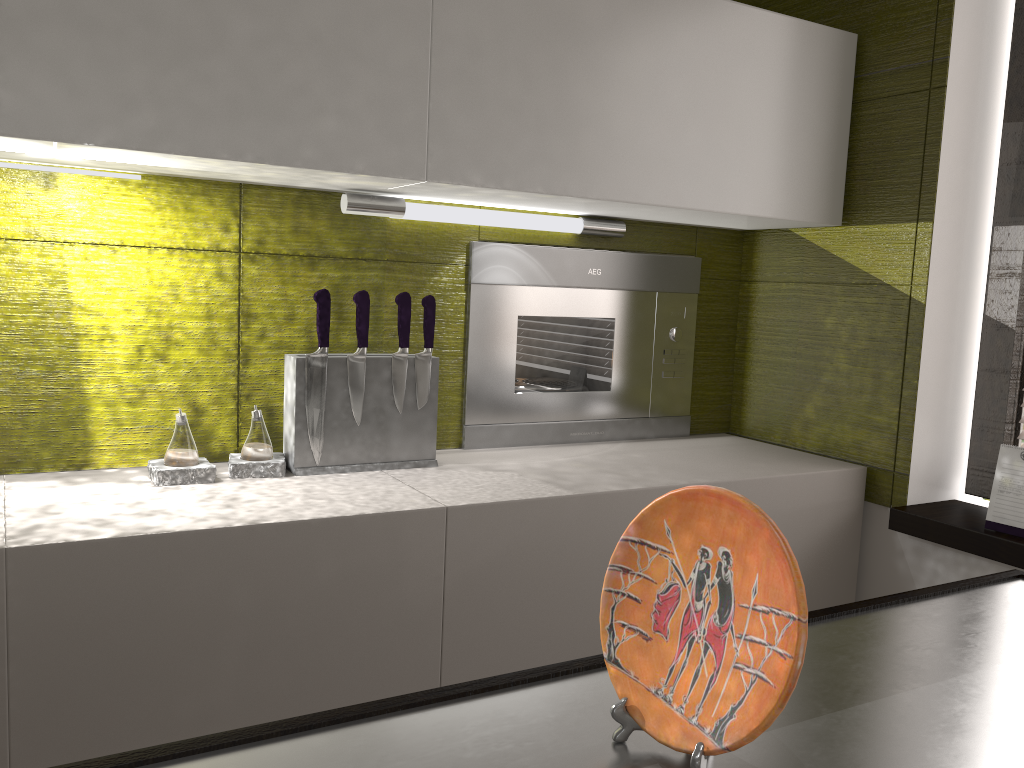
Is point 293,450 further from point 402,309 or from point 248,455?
point 402,309

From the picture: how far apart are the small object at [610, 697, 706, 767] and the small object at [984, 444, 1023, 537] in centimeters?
140cm

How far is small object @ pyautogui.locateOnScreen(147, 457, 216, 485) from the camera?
1.5m

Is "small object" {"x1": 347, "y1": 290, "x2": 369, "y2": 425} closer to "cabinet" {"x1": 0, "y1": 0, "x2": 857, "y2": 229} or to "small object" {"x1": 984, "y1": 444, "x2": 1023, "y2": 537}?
"cabinet" {"x1": 0, "y1": 0, "x2": 857, "y2": 229}

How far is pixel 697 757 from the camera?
0.58m

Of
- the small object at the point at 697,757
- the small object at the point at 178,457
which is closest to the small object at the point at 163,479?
the small object at the point at 178,457

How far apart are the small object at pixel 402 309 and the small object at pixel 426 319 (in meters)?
0.03

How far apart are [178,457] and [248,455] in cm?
13

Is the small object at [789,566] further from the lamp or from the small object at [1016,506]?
the small object at [1016,506]

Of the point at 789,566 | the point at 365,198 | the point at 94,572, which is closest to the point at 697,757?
the point at 789,566
